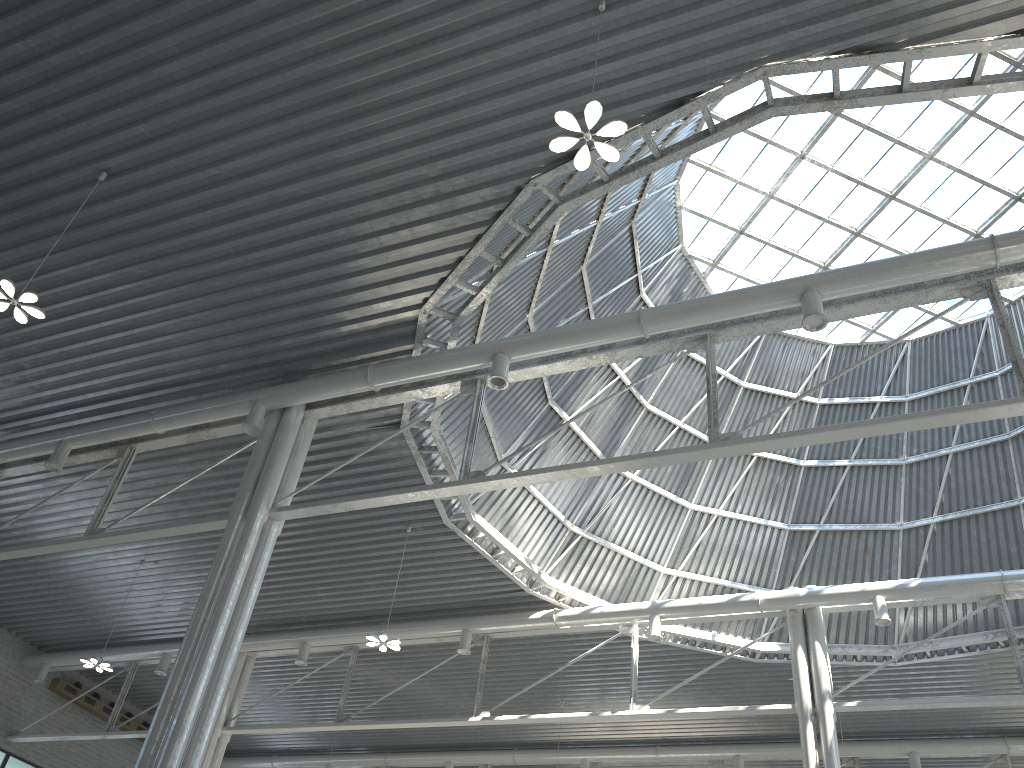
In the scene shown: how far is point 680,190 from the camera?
30.4m
